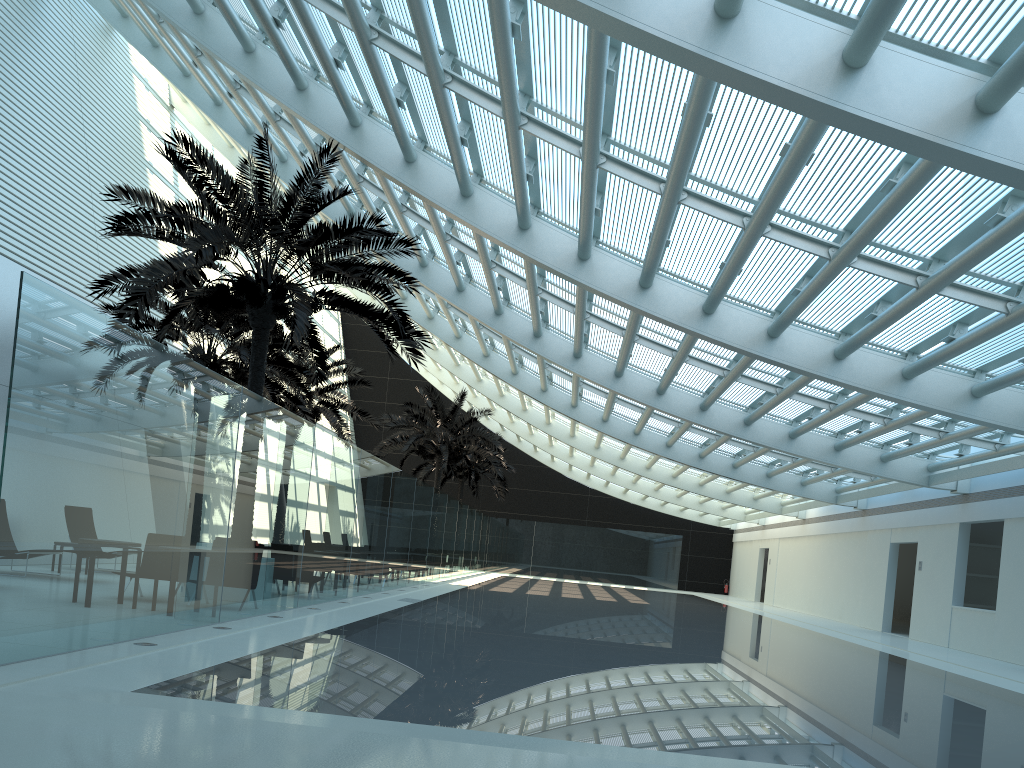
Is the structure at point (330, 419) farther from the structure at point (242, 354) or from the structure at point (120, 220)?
the structure at point (120, 220)

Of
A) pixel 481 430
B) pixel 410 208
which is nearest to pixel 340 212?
pixel 410 208

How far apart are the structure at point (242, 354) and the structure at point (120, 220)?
1.89m

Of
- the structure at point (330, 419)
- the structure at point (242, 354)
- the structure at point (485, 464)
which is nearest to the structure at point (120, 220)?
the structure at point (242, 354)

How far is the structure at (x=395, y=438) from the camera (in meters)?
30.51

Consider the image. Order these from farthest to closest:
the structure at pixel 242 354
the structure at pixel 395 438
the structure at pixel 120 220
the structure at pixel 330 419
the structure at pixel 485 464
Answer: the structure at pixel 485 464
the structure at pixel 395 438
the structure at pixel 330 419
the structure at pixel 242 354
the structure at pixel 120 220

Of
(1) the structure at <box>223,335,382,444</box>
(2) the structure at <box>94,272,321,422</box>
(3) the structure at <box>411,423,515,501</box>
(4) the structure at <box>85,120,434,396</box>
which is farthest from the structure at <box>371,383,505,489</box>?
(4) the structure at <box>85,120,434,396</box>

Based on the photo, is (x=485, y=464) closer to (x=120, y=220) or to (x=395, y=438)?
(x=395, y=438)

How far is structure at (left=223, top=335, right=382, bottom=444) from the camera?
24.4m

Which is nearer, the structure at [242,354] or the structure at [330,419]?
the structure at [242,354]
